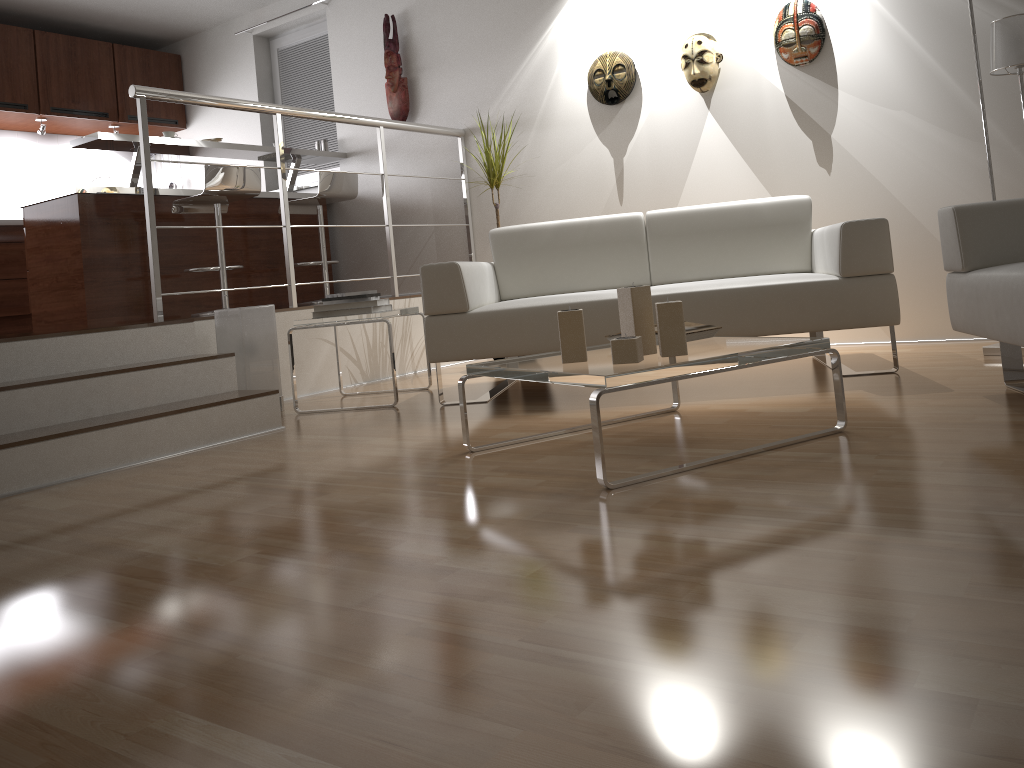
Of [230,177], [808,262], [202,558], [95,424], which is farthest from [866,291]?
[230,177]

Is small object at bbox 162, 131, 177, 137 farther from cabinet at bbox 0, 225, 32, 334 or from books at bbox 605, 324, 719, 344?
books at bbox 605, 324, 719, 344

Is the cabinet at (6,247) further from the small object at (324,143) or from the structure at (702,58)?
the structure at (702,58)

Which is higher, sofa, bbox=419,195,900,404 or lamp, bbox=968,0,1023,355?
lamp, bbox=968,0,1023,355

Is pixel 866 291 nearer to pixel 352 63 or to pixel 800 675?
pixel 800 675

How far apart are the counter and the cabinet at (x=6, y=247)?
1.1 meters

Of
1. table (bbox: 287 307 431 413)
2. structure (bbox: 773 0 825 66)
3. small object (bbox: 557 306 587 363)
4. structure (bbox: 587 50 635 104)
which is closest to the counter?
table (bbox: 287 307 431 413)

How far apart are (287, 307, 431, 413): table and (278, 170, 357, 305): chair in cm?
169

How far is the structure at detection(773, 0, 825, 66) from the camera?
4.20m

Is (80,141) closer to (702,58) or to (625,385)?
(702,58)
